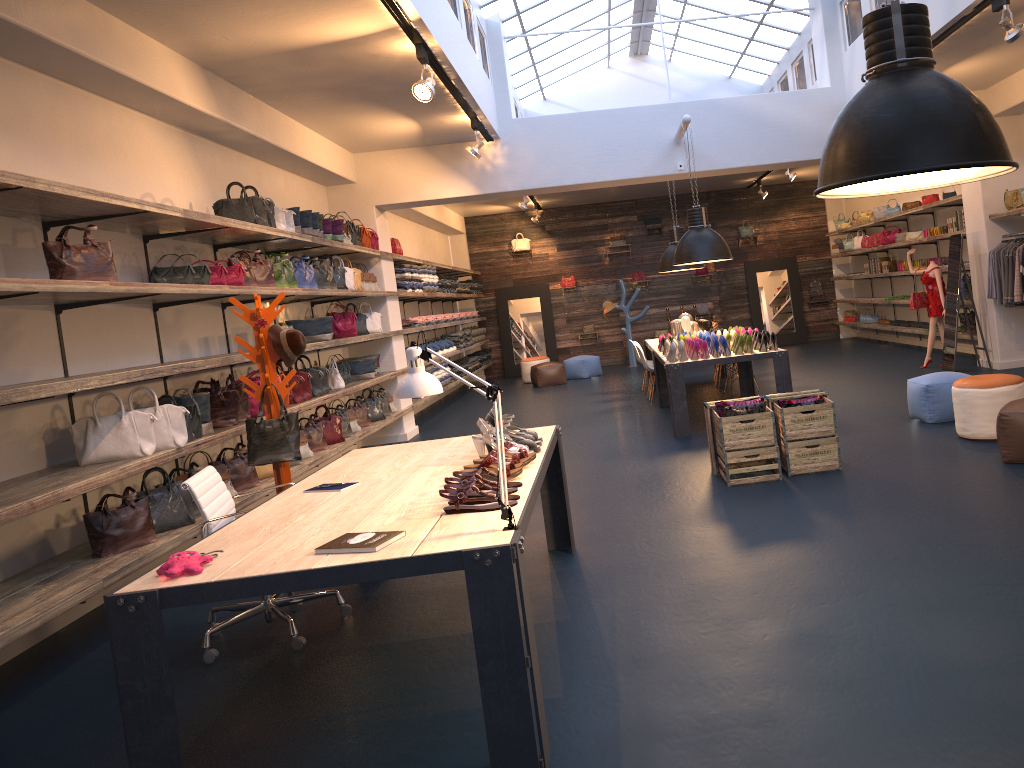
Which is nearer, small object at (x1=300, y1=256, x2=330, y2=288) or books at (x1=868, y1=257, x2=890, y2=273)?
small object at (x1=300, y1=256, x2=330, y2=288)

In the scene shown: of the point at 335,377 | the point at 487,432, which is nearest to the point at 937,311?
the point at 335,377

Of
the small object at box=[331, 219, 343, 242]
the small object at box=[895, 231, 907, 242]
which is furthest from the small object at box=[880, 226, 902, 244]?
the small object at box=[331, 219, 343, 242]

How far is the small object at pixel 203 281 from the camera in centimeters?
Result: 652cm

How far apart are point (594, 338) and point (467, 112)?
10.3 meters

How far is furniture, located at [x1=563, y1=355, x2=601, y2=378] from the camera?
16.4m

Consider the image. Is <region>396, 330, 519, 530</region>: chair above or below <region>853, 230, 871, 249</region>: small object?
below

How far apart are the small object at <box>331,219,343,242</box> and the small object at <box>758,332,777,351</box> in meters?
4.4

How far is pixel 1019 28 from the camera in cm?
629

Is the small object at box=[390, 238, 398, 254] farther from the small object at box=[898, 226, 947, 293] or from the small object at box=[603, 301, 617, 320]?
the small object at box=[898, 226, 947, 293]
